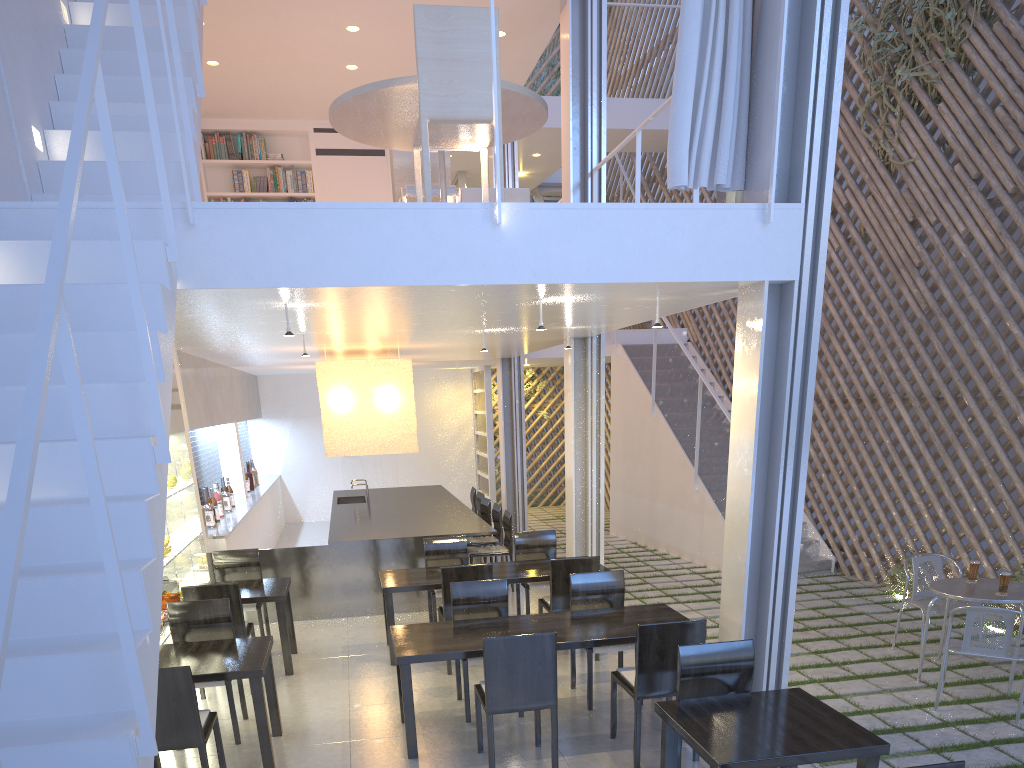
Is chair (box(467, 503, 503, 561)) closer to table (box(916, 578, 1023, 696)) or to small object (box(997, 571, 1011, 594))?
table (box(916, 578, 1023, 696))

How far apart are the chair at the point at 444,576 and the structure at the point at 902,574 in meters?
2.1

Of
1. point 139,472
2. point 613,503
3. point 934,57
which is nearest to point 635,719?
point 139,472

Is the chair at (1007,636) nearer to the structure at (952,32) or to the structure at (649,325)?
the structure at (952,32)

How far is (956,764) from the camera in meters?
1.2

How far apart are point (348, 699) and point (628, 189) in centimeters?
558cm

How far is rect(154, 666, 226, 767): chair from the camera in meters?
Answer: 1.9

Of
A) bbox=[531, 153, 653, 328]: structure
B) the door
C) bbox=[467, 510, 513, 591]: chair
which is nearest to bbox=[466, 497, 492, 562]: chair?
bbox=[467, 510, 513, 591]: chair

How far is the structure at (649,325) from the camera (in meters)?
6.82

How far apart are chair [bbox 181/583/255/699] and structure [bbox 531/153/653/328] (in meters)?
4.50
